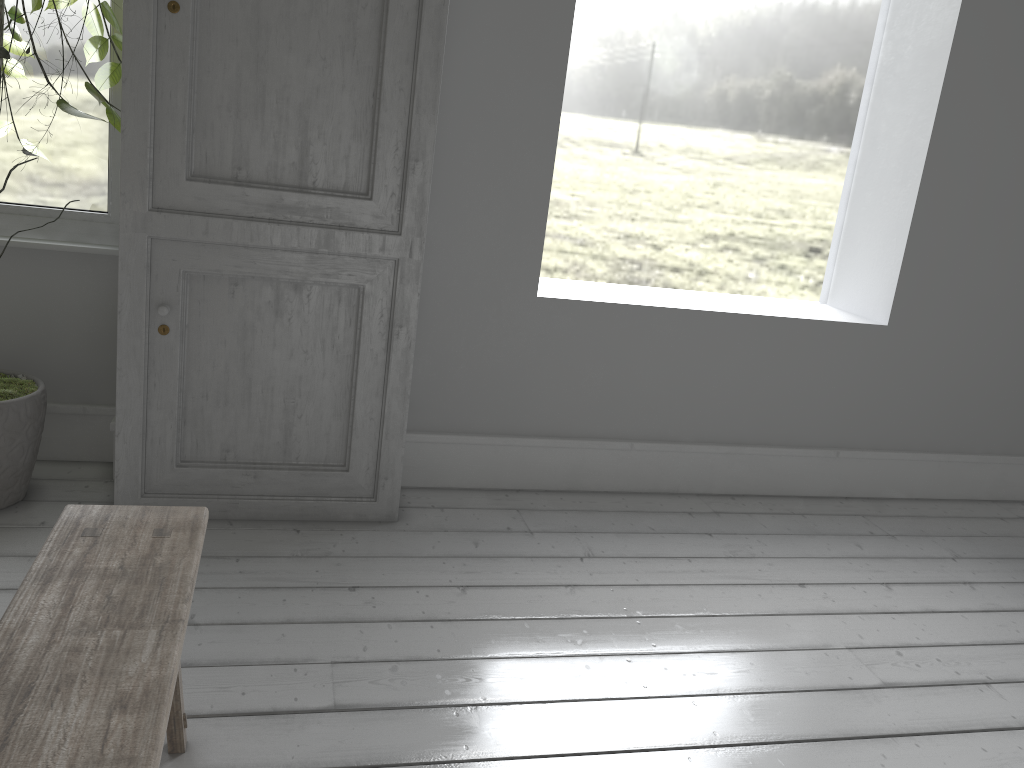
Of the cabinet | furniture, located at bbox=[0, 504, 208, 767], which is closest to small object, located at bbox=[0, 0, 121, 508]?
the cabinet

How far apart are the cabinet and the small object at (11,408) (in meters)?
0.04

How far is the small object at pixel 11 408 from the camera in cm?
354

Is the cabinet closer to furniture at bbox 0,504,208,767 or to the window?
the window

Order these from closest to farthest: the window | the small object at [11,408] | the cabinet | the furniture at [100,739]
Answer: the furniture at [100,739]
the cabinet
the small object at [11,408]
the window

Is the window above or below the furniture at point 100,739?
above

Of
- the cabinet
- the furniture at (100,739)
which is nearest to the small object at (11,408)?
the cabinet

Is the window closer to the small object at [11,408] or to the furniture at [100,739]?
the small object at [11,408]

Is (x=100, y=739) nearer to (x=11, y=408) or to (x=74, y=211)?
(x=11, y=408)

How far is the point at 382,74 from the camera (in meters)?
3.52
